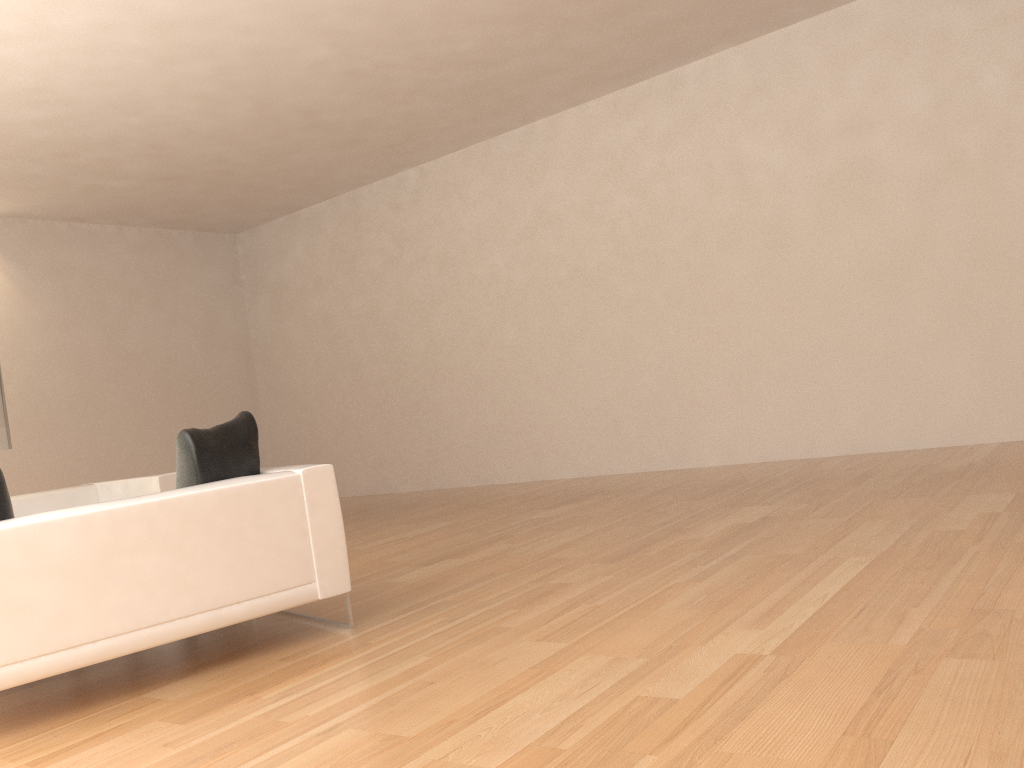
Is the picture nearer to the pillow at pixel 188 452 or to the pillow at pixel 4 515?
the pillow at pixel 188 452

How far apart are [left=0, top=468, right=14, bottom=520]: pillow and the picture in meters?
7.0

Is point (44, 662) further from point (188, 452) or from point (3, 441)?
point (3, 441)

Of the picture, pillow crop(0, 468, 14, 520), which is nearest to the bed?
the picture

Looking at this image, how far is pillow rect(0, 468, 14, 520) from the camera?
3.41m

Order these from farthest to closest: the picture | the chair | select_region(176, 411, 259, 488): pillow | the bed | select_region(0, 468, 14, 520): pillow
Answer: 1. the picture
2. the bed
3. select_region(176, 411, 259, 488): pillow
4. select_region(0, 468, 14, 520): pillow
5. the chair

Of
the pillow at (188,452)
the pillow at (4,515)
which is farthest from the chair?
the pillow at (4,515)

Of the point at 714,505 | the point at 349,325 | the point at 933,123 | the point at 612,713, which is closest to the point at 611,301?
the point at 933,123

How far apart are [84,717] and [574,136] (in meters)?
7.25

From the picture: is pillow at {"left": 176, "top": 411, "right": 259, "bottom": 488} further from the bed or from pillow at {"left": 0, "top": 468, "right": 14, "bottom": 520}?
the bed
